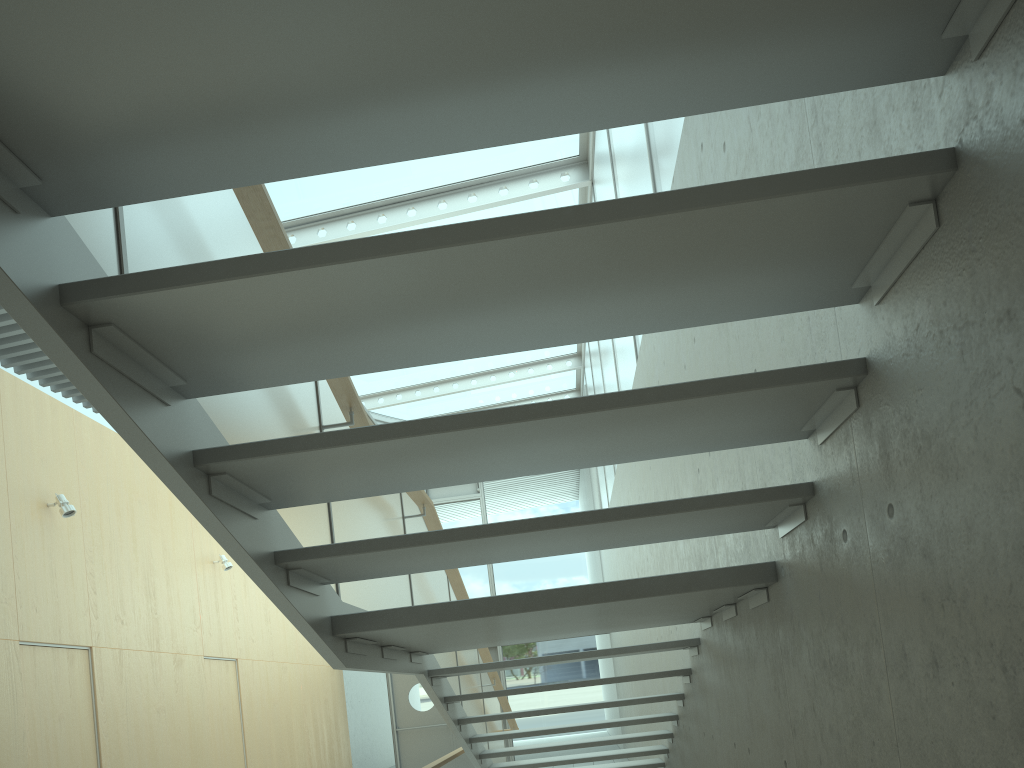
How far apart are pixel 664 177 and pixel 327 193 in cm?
485

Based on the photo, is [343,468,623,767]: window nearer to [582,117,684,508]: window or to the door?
the door

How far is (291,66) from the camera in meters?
1.3 m

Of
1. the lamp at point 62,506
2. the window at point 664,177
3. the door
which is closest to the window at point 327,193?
the window at point 664,177

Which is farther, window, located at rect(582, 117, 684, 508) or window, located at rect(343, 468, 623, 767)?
window, located at rect(343, 468, 623, 767)

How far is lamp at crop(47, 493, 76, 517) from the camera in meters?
6.7 m

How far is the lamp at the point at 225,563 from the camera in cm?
968

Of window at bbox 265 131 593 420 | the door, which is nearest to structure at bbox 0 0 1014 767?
window at bbox 265 131 593 420

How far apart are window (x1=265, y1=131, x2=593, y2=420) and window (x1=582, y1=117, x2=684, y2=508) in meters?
0.2

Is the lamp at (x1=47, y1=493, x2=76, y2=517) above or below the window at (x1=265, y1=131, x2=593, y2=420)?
below
